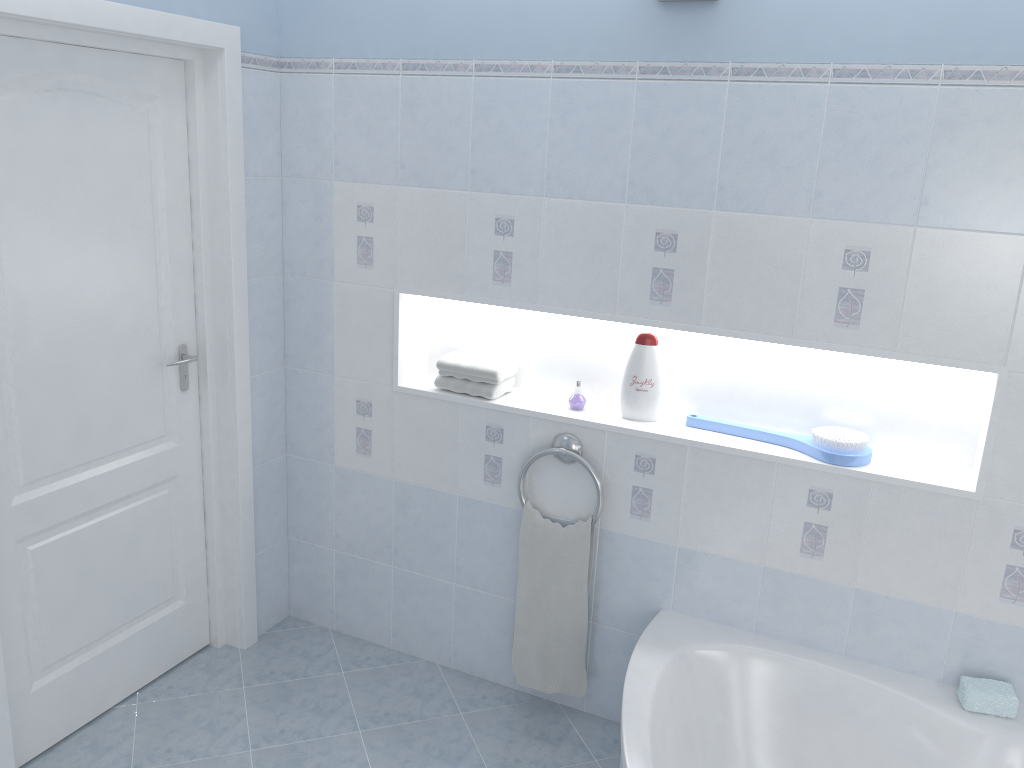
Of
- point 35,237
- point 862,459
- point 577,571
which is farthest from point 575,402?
point 35,237

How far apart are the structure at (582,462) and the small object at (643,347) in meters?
0.2 m

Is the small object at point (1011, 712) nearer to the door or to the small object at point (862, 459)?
the small object at point (862, 459)

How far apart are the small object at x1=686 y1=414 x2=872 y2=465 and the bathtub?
0.57m

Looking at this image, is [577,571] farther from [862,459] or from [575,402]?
[862,459]

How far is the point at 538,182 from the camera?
2.6m

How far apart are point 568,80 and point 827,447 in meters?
1.3

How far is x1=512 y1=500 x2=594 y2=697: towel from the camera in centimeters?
278cm

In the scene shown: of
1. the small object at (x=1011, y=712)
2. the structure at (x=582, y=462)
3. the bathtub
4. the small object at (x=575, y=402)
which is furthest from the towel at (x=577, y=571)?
the small object at (x=1011, y=712)

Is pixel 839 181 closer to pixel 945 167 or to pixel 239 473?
pixel 945 167
